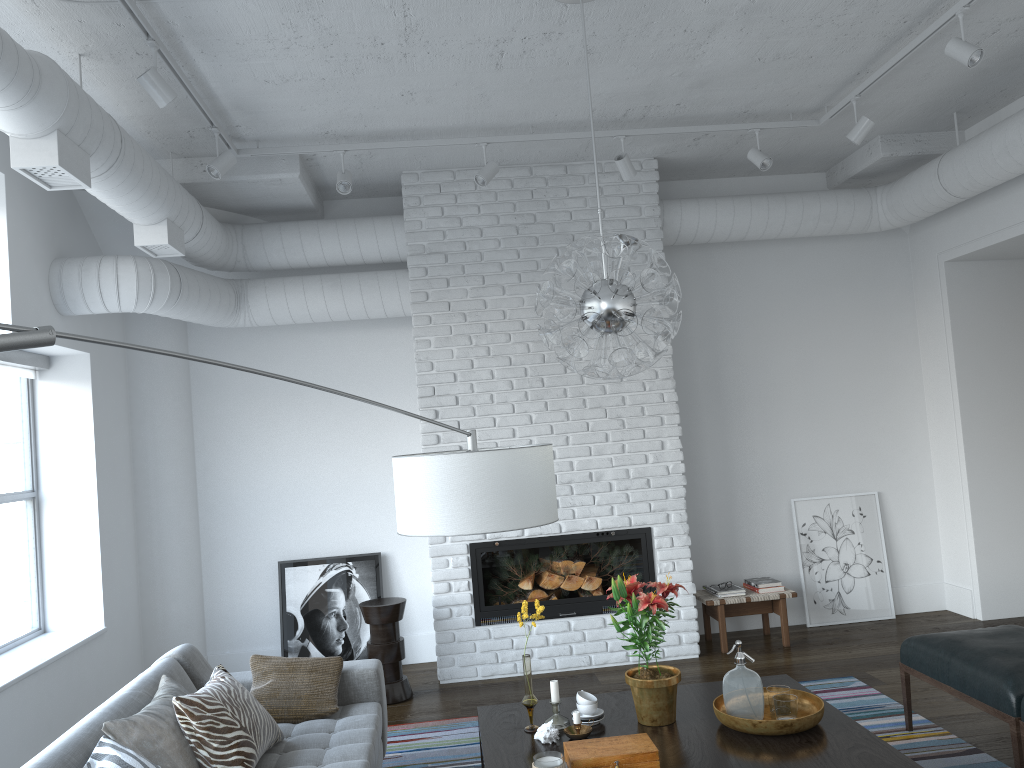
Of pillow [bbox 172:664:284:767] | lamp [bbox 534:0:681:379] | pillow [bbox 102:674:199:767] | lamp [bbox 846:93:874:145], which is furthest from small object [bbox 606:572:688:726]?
lamp [bbox 846:93:874:145]

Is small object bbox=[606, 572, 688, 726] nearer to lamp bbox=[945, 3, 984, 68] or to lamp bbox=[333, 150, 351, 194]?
lamp bbox=[945, 3, 984, 68]

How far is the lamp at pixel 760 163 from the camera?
5.05m

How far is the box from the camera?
2.7m

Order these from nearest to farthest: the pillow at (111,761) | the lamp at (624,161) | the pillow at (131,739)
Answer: the pillow at (111,761) < the pillow at (131,739) < the lamp at (624,161)

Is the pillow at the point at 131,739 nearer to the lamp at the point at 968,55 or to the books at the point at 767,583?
the books at the point at 767,583

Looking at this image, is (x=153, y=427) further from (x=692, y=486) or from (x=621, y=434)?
(x=692, y=486)

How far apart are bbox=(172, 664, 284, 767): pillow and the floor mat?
0.94m

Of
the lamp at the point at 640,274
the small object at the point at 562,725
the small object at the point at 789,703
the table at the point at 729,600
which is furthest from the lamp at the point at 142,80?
the table at the point at 729,600

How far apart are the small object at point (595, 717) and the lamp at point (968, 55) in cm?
303
